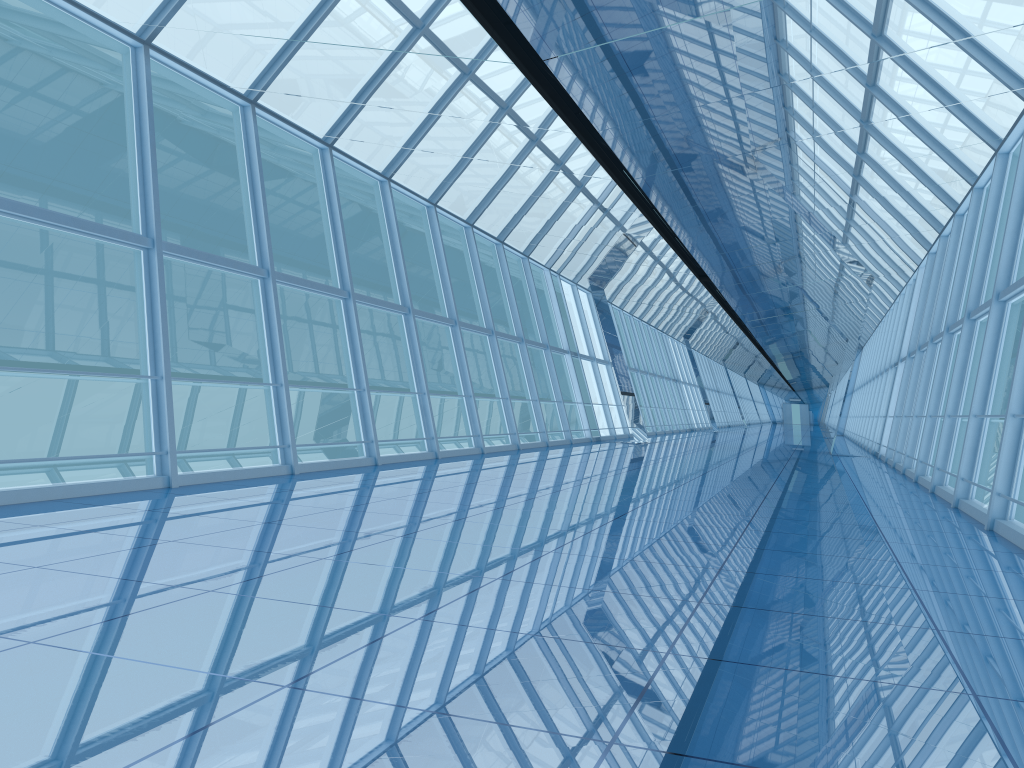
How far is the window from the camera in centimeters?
960cm

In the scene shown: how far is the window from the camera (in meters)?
9.60

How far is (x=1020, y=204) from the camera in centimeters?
960cm
